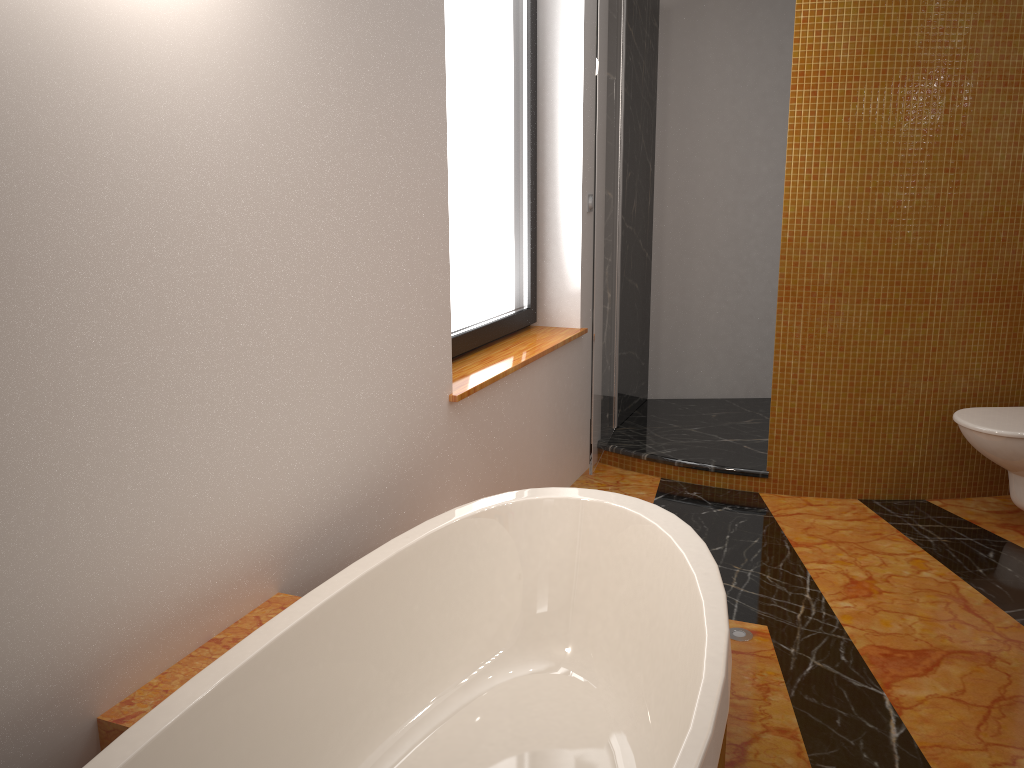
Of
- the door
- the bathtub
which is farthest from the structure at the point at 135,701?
the door

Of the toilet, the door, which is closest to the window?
the door

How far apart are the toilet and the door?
1.28m

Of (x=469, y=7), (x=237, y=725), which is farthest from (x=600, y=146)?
(x=237, y=725)

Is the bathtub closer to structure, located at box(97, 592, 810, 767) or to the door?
structure, located at box(97, 592, 810, 767)

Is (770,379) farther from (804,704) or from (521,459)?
(804,704)

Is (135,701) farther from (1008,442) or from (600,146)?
(1008,442)

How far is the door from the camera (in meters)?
3.14

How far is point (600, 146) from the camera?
3.1m

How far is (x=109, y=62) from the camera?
1.3 meters
